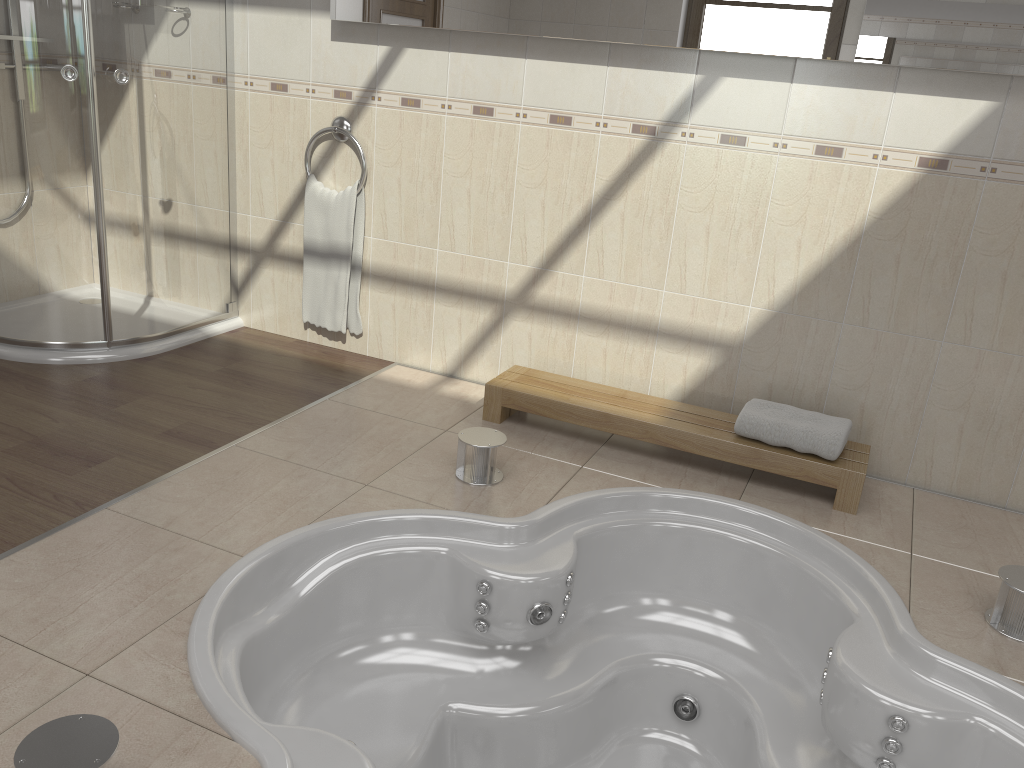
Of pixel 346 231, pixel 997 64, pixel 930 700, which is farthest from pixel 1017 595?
pixel 346 231

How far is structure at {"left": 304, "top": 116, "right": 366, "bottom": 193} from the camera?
3.4m

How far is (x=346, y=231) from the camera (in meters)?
3.51

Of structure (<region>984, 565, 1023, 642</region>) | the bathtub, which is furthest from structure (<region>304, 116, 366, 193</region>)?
structure (<region>984, 565, 1023, 642</region>)

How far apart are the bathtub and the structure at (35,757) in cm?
24

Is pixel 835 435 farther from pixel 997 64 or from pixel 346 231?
pixel 346 231

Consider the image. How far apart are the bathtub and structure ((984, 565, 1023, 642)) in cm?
22

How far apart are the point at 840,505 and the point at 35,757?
2.23m

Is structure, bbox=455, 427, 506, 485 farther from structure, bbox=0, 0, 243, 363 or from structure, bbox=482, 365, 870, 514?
structure, bbox=0, 0, 243, 363

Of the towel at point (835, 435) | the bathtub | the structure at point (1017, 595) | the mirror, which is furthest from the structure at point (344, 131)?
the structure at point (1017, 595)
